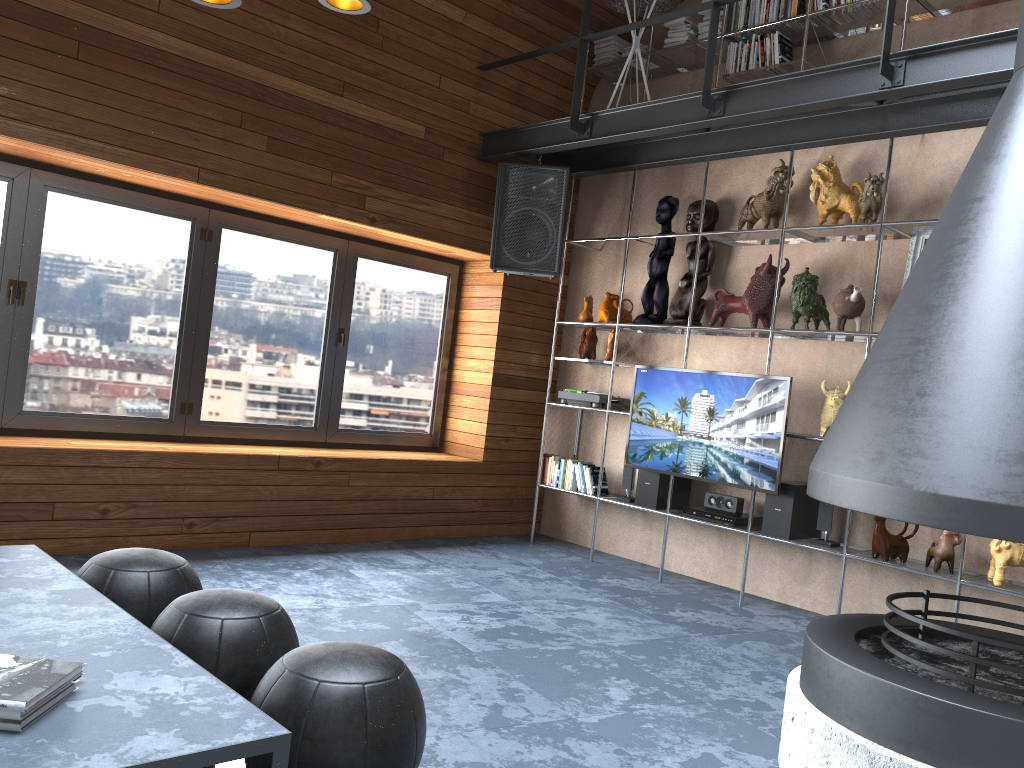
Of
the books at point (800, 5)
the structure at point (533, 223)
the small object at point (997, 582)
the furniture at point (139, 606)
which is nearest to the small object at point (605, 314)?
the structure at point (533, 223)

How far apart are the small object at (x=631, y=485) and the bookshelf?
0.1 meters

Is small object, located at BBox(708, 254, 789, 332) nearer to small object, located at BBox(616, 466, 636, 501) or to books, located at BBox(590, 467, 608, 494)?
small object, located at BBox(616, 466, 636, 501)

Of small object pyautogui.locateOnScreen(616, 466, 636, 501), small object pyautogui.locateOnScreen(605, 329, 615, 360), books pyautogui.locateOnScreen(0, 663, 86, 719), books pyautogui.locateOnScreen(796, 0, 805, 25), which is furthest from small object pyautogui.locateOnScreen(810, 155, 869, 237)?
books pyautogui.locateOnScreen(0, 663, 86, 719)

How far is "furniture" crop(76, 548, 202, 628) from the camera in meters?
2.5

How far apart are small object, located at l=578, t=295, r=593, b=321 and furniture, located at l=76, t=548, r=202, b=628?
3.83m

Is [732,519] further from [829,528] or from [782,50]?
[782,50]

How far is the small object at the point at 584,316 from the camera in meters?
6.1 m

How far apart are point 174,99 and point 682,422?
3.3m

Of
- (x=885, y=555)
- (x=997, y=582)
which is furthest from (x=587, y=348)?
(x=997, y=582)
